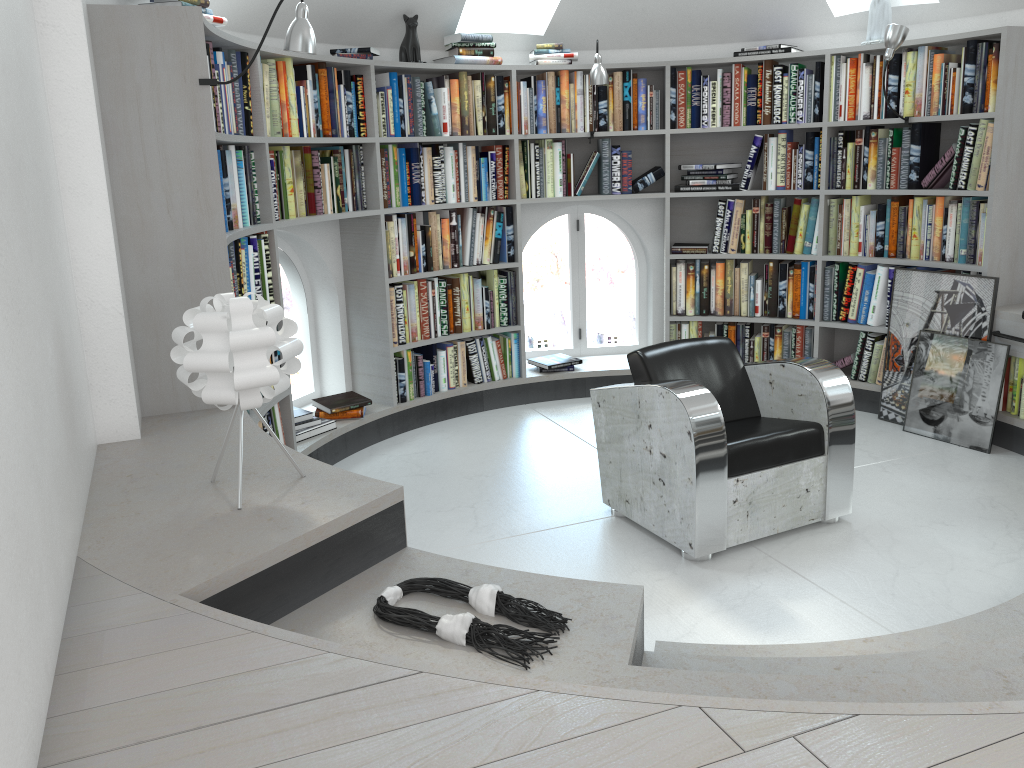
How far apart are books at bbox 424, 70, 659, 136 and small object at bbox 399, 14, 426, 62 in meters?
0.1 m

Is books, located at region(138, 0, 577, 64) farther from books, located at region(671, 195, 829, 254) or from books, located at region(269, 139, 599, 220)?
books, located at region(671, 195, 829, 254)

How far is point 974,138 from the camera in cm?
444

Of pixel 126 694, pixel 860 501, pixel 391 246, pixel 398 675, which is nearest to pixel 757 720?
pixel 398 675

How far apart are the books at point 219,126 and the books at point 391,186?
1.1 meters

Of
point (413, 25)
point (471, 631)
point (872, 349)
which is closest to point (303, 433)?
point (413, 25)

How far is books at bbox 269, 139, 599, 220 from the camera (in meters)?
4.22

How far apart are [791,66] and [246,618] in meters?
4.5

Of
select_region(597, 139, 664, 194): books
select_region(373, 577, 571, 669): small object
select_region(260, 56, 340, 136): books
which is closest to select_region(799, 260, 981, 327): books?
select_region(597, 139, 664, 194): books

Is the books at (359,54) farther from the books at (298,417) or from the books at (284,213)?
the books at (298,417)
